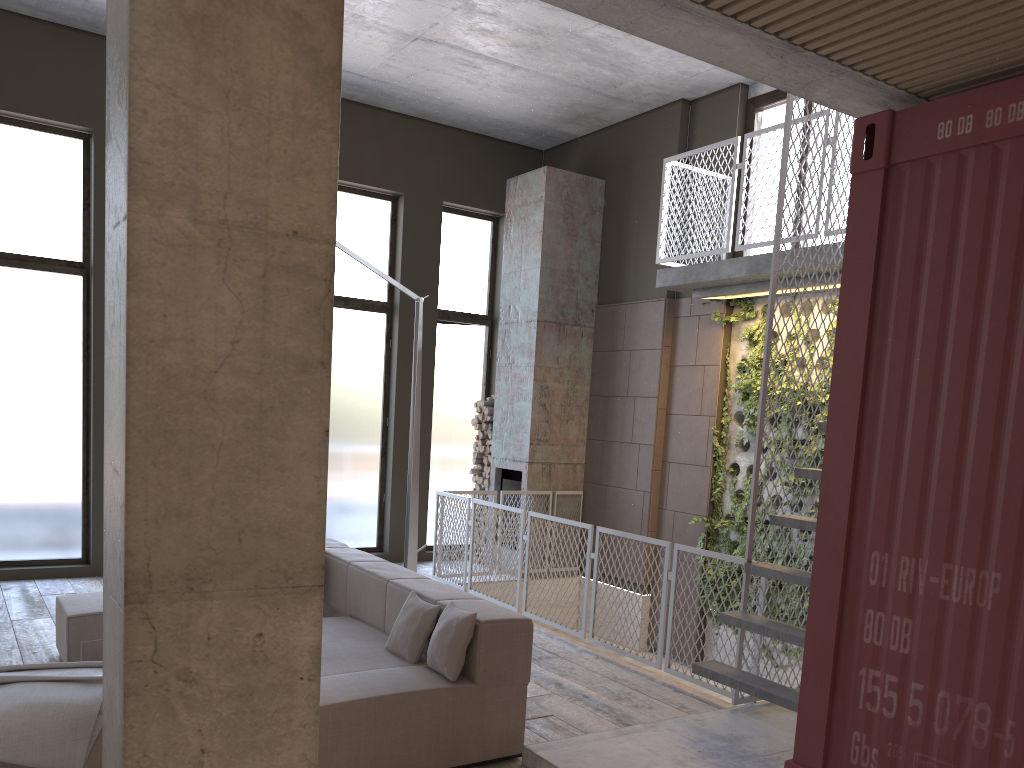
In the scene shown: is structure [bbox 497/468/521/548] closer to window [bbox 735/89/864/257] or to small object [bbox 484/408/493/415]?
small object [bbox 484/408/493/415]

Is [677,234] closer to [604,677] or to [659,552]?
[659,552]

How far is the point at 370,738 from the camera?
4.0m

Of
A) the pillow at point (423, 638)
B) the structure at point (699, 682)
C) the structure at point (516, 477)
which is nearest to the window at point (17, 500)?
the structure at point (516, 477)

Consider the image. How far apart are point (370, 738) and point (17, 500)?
6.01m

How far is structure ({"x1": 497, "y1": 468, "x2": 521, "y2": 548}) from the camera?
10.2m

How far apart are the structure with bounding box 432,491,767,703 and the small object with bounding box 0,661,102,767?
3.6m

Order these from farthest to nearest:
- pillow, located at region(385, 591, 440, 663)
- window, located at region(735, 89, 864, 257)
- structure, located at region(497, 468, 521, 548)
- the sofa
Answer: structure, located at region(497, 468, 521, 548) → window, located at region(735, 89, 864, 257) → pillow, located at region(385, 591, 440, 663) → the sofa

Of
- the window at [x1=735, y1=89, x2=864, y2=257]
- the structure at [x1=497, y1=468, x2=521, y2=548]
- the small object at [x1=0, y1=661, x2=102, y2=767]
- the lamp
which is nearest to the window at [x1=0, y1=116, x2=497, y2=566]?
the structure at [x1=497, y1=468, x2=521, y2=548]

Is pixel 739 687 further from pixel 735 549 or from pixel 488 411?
pixel 488 411
